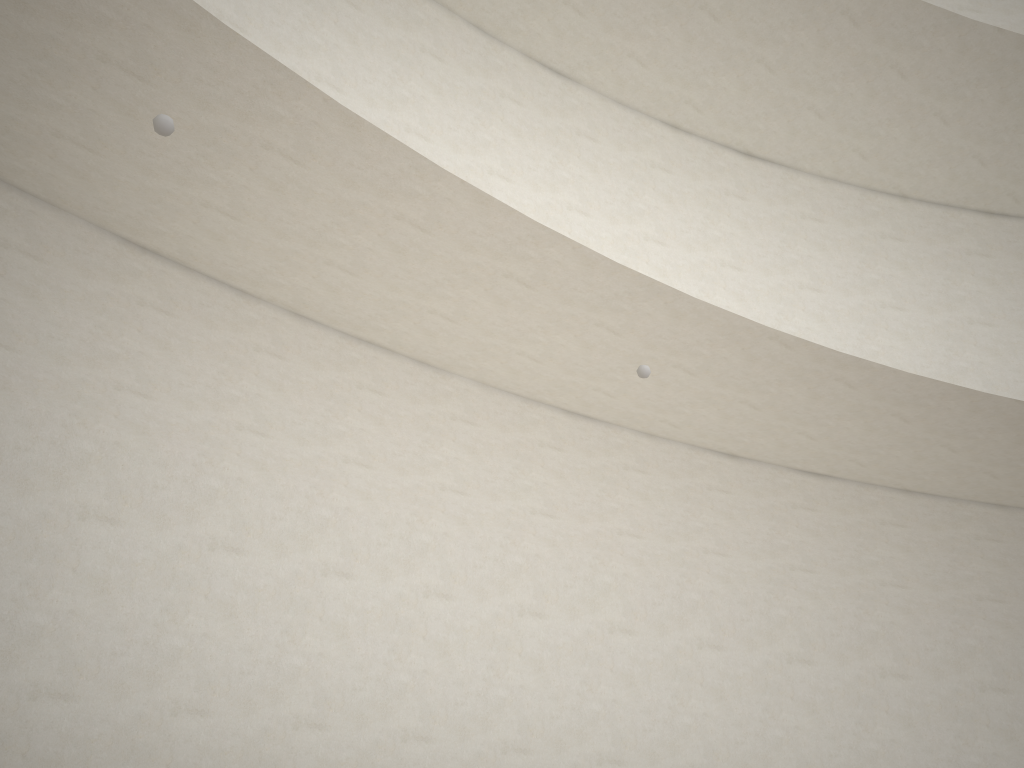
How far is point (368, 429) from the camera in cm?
811
